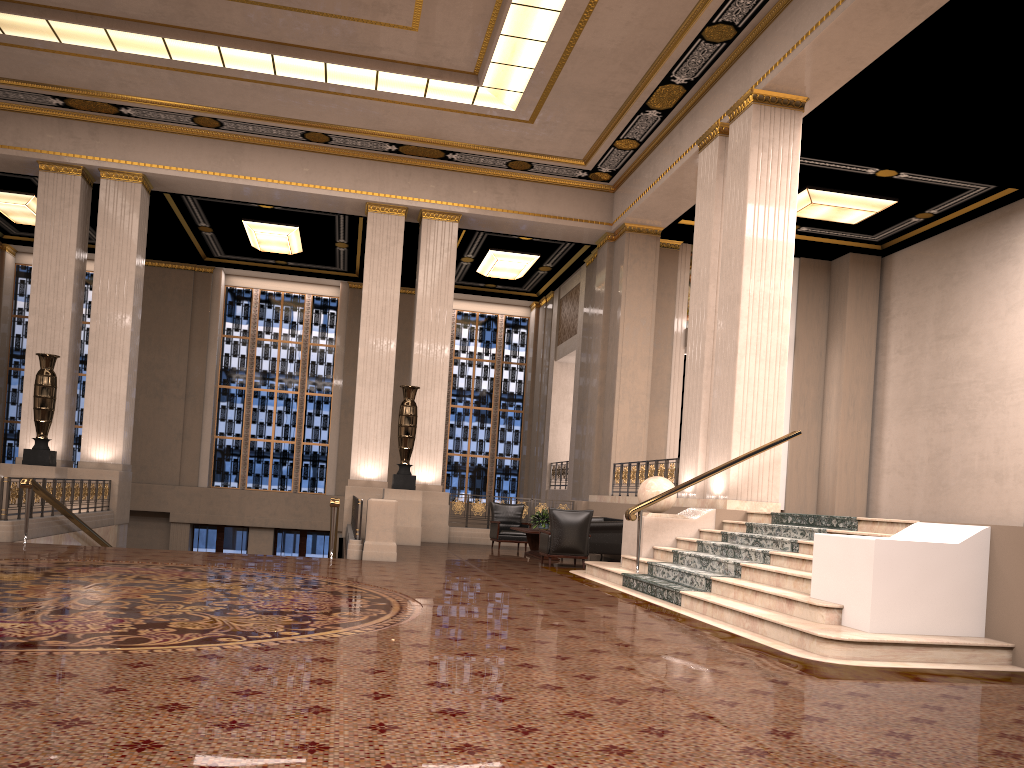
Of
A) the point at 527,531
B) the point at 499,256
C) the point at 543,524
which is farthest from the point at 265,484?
the point at 527,531

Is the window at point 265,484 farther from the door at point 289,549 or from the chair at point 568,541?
the chair at point 568,541

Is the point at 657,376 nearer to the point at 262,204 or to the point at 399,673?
the point at 262,204

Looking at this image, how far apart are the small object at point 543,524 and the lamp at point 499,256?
8.0 meters

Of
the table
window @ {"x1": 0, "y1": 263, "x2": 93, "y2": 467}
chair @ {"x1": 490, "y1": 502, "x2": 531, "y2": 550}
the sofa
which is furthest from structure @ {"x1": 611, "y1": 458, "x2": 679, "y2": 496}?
window @ {"x1": 0, "y1": 263, "x2": 93, "y2": 467}

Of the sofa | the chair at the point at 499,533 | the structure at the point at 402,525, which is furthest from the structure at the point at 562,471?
the structure at the point at 402,525

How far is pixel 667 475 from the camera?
13.82m

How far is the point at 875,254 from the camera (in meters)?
18.26

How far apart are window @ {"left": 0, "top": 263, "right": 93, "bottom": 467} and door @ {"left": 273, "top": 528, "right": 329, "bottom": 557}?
5.43m

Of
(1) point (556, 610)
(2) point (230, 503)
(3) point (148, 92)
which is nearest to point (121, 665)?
(1) point (556, 610)
